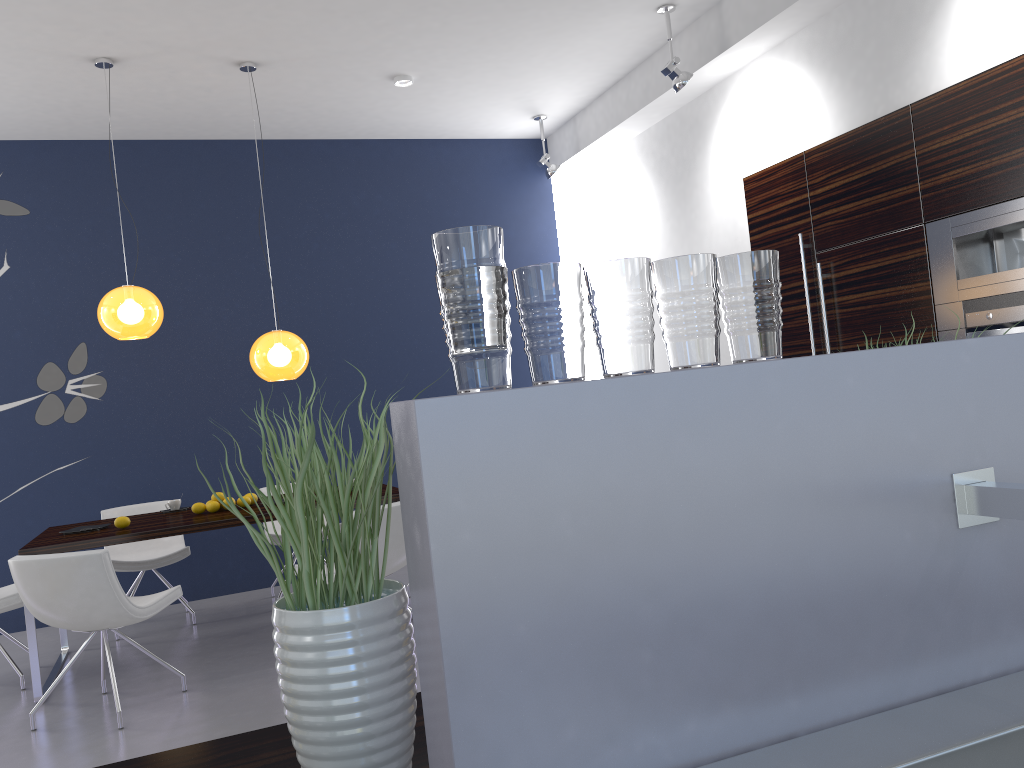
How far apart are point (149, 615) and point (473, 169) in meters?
4.7 m

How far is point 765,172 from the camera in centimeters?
549cm

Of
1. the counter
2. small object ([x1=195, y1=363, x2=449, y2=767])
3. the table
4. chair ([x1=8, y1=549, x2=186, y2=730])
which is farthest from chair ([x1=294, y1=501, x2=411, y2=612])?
small object ([x1=195, y1=363, x2=449, y2=767])

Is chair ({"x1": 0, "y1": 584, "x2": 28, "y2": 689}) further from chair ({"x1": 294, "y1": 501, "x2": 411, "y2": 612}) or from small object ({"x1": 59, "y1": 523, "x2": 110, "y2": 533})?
chair ({"x1": 294, "y1": 501, "x2": 411, "y2": 612})

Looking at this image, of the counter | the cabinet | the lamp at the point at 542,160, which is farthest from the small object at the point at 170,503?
the counter

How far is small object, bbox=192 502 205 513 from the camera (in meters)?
5.23

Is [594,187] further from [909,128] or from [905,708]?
[905,708]

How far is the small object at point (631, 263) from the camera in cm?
90

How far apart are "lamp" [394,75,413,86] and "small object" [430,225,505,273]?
5.50m

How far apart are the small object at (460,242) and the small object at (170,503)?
5.2 meters
